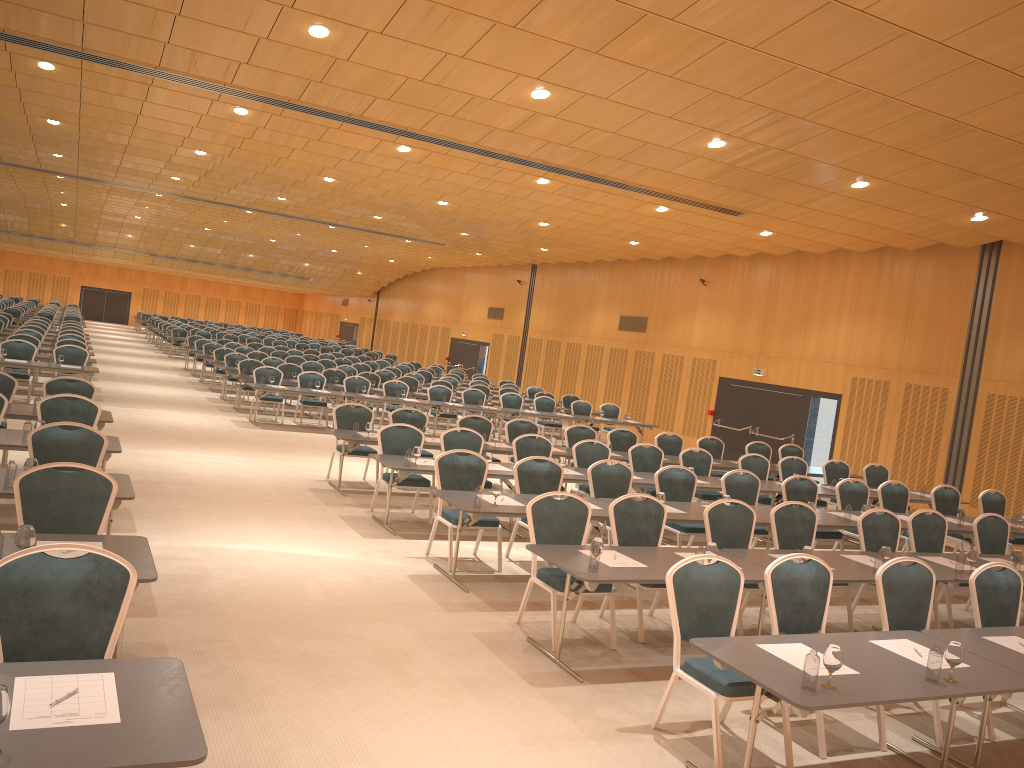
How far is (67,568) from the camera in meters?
4.0 m

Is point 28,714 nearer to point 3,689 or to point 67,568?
point 3,689

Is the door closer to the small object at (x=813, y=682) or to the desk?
the desk

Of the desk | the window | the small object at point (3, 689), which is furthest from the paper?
the window

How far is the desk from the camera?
2.9 meters

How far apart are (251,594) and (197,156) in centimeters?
1271cm

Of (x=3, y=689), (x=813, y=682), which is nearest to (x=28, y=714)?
(x=3, y=689)

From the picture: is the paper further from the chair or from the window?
the window

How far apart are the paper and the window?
10.3 meters

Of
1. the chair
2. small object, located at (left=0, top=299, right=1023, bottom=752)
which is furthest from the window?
small object, located at (left=0, top=299, right=1023, bottom=752)
